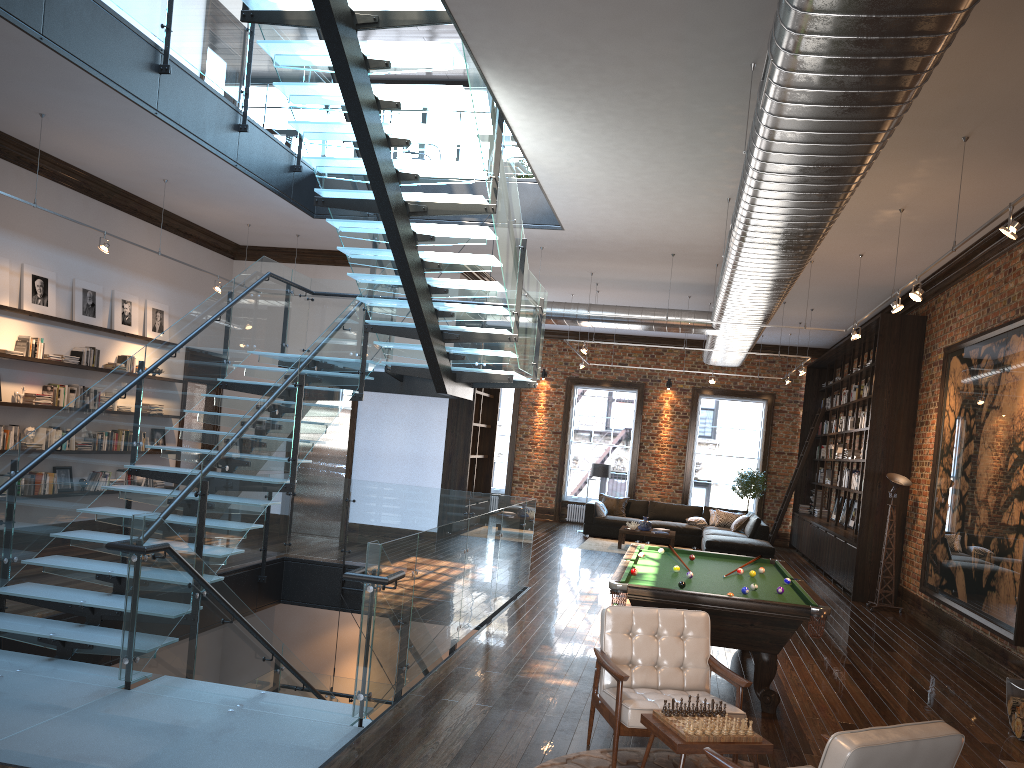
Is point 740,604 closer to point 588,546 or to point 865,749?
point 865,749

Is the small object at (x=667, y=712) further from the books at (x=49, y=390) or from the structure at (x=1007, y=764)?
the books at (x=49, y=390)

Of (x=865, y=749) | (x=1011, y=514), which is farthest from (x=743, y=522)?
(x=865, y=749)

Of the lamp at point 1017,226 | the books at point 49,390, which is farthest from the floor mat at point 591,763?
the books at point 49,390

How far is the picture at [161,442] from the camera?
12.39m

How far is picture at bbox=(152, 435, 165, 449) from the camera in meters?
12.4

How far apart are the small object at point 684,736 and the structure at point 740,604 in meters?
2.0

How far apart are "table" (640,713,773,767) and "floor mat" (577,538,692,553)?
11.54m

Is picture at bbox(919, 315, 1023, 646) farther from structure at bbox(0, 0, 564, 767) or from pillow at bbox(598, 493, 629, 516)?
pillow at bbox(598, 493, 629, 516)

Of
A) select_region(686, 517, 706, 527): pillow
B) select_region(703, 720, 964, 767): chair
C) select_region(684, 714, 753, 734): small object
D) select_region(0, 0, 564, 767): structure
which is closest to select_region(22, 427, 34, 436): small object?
select_region(0, 0, 564, 767): structure
